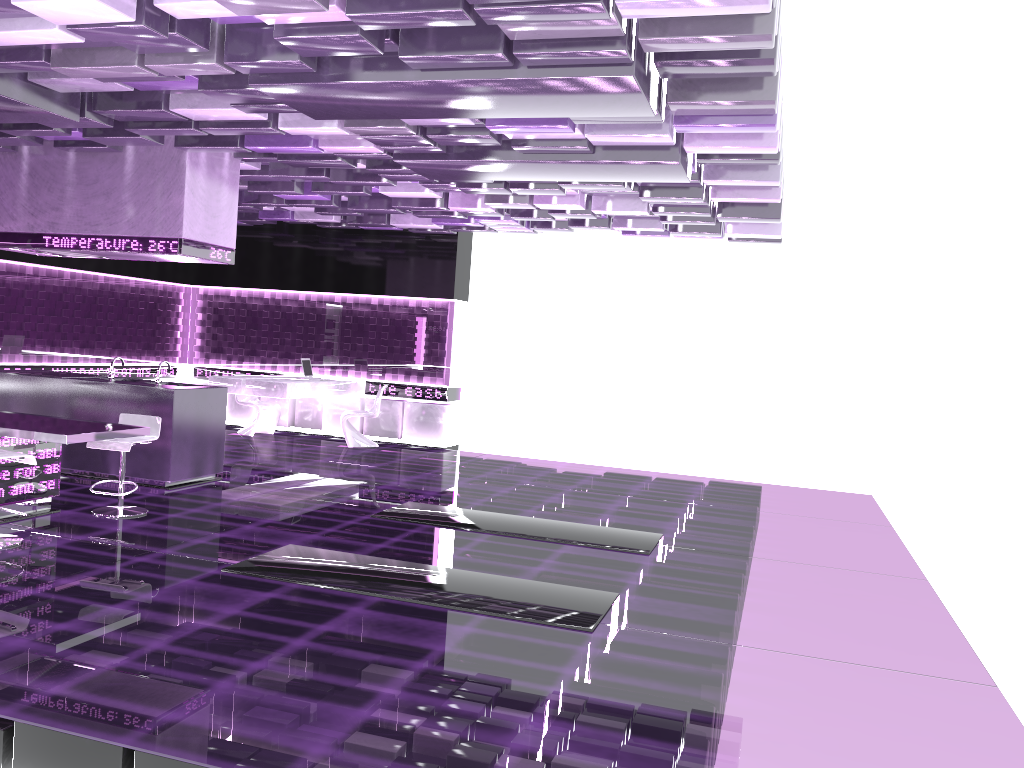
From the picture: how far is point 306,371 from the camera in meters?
12.2 m

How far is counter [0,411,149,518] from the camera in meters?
5.9

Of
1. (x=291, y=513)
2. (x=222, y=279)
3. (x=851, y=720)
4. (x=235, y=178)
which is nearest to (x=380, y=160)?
(x=235, y=178)

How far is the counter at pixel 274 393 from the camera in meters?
11.0 m

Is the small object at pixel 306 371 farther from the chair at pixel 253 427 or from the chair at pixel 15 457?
the chair at pixel 15 457

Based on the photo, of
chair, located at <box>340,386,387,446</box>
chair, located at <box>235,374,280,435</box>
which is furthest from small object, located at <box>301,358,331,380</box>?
chair, located at <box>235,374,280,435</box>

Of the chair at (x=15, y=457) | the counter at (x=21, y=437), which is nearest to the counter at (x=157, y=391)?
the counter at (x=21, y=437)

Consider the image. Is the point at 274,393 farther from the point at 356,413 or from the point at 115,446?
the point at 115,446

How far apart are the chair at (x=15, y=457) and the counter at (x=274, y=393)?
5.2 meters

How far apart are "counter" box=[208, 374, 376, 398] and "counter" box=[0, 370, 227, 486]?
2.2 meters
